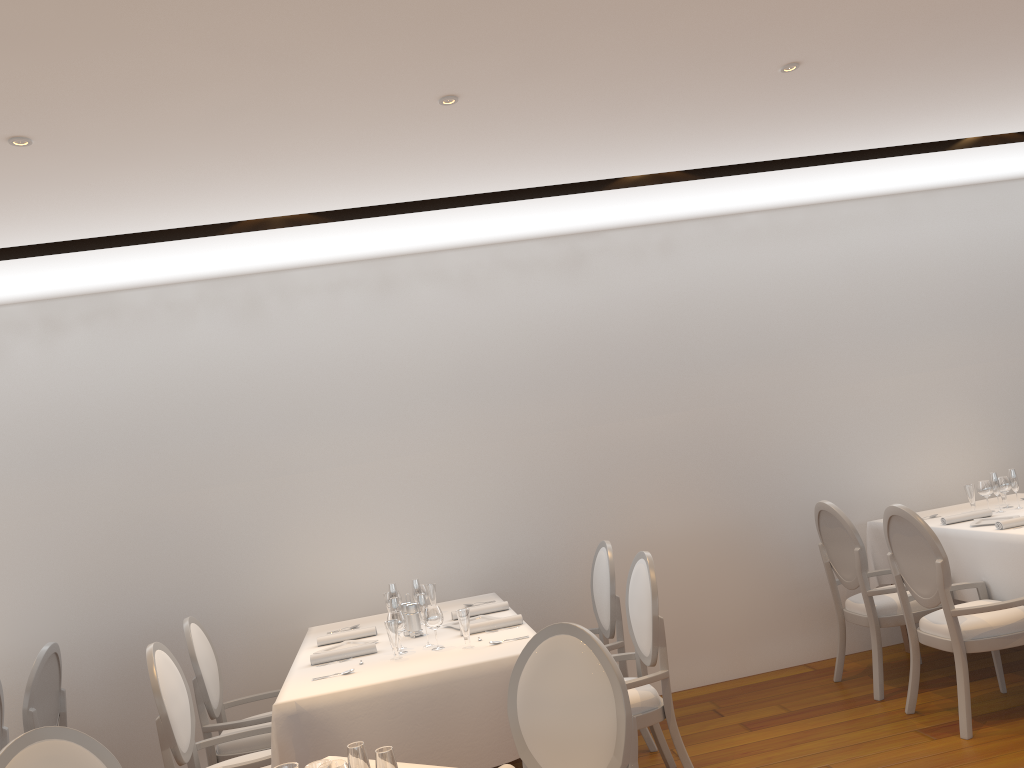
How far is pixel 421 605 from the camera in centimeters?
405cm

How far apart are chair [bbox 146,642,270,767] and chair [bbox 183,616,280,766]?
0.2 meters

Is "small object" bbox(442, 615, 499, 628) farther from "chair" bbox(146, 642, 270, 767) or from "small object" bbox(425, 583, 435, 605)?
"chair" bbox(146, 642, 270, 767)

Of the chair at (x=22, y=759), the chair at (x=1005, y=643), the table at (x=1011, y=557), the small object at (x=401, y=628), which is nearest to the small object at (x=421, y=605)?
the small object at (x=401, y=628)

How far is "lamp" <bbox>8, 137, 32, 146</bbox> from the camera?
3.1 meters

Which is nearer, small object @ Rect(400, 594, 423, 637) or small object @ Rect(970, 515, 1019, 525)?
small object @ Rect(400, 594, 423, 637)

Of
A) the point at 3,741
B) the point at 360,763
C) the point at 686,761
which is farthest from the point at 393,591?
the point at 360,763

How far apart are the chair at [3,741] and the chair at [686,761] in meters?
2.8

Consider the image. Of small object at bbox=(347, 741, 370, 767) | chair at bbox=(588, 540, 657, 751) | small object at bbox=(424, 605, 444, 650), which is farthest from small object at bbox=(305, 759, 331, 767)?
chair at bbox=(588, 540, 657, 751)

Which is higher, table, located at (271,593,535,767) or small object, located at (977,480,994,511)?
small object, located at (977,480,994,511)
